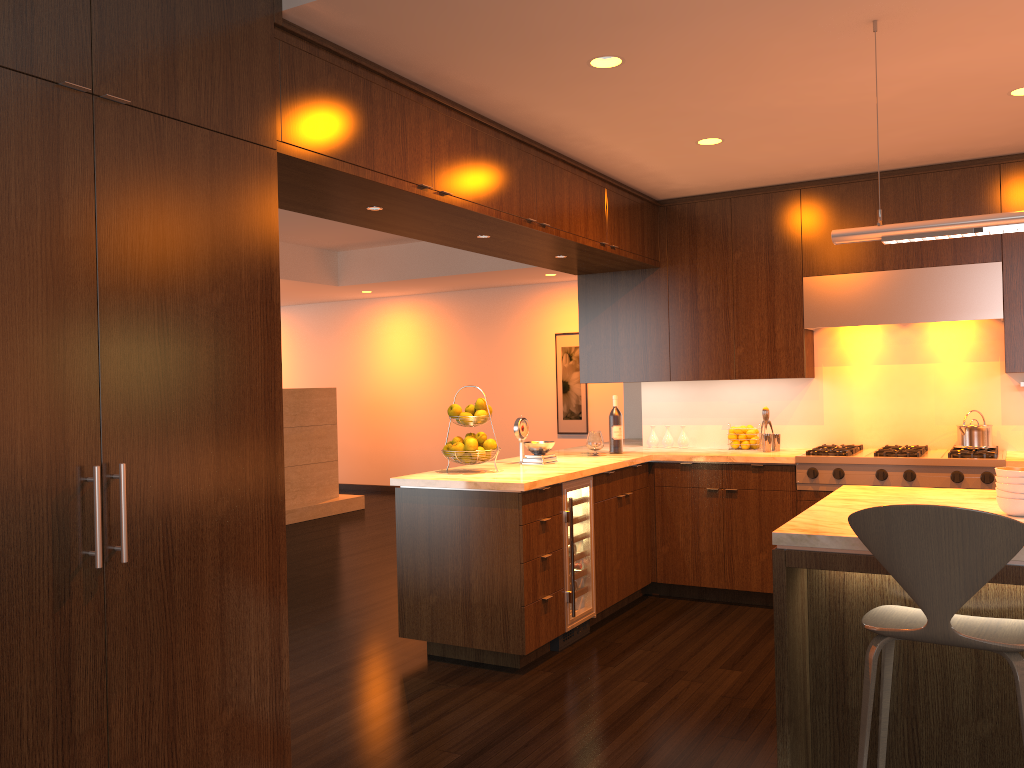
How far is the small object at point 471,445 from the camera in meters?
4.6

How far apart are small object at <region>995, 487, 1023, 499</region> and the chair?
0.5m

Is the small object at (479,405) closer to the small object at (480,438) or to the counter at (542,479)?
the small object at (480,438)

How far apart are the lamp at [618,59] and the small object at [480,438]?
1.9m

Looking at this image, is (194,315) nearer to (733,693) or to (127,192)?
(127,192)

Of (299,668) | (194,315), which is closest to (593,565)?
(299,668)

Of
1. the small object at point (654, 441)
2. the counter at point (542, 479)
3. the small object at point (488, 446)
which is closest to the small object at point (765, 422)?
the counter at point (542, 479)

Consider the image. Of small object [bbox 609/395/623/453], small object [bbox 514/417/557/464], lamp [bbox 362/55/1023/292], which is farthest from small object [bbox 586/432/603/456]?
lamp [bbox 362/55/1023/292]

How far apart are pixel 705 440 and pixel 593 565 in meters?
1.6

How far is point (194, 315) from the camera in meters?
2.5
